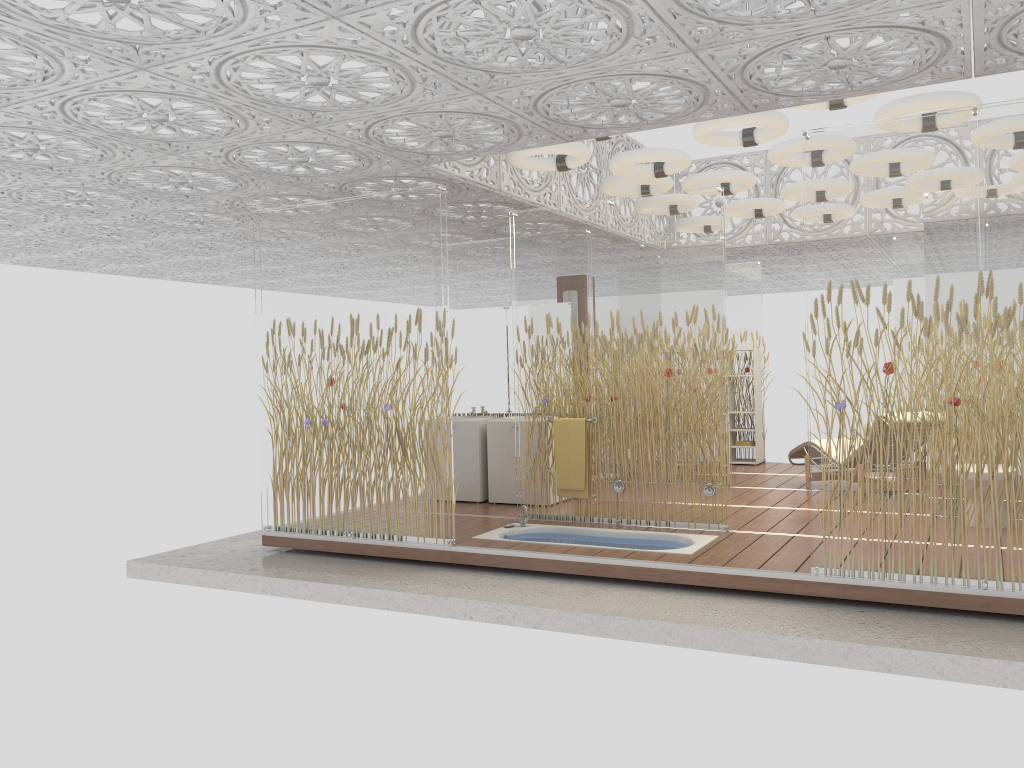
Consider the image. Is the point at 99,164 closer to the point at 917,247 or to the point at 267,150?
the point at 267,150

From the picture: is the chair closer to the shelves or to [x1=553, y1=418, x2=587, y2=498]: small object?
the shelves

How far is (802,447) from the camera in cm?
898

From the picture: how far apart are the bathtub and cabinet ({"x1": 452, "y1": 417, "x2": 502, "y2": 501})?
1.3 meters

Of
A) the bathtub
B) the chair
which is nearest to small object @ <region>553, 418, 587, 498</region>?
the bathtub

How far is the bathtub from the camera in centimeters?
638cm

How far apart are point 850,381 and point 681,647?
1.79m

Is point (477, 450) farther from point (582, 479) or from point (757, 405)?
point (757, 405)

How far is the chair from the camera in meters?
9.0

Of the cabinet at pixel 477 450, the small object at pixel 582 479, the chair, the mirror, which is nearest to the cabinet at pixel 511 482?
the cabinet at pixel 477 450
